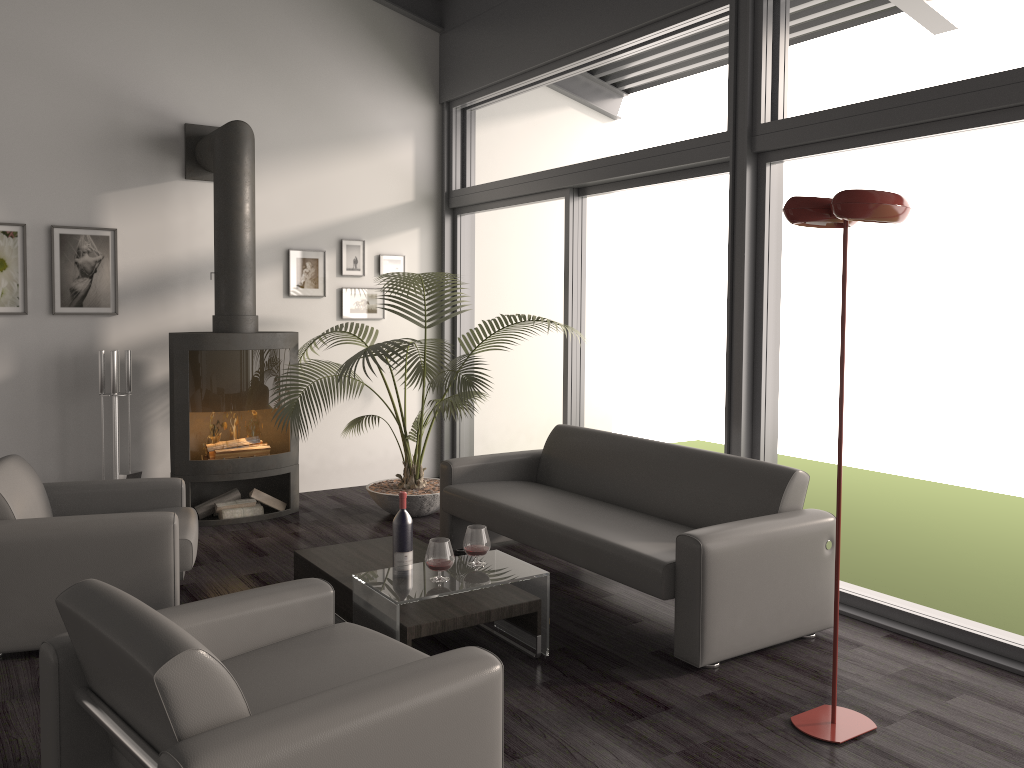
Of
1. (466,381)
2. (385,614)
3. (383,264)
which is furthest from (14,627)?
(383,264)

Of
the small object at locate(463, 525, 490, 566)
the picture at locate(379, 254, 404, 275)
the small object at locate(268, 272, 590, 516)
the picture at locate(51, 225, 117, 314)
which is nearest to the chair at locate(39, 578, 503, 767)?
the small object at locate(463, 525, 490, 566)

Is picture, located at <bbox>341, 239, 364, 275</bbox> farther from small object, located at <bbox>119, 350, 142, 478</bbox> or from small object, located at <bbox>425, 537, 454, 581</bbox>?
small object, located at <bbox>425, 537, 454, 581</bbox>

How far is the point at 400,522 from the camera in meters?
3.8

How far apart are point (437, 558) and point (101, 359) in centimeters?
325cm

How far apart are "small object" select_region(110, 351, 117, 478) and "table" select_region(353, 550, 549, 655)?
2.9m

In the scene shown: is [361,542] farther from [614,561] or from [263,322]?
[263,322]

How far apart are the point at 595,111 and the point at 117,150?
4.11m

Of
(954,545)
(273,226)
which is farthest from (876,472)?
(273,226)

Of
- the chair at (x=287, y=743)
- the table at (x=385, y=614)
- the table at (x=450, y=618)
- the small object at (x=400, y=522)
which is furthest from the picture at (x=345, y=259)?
the chair at (x=287, y=743)
